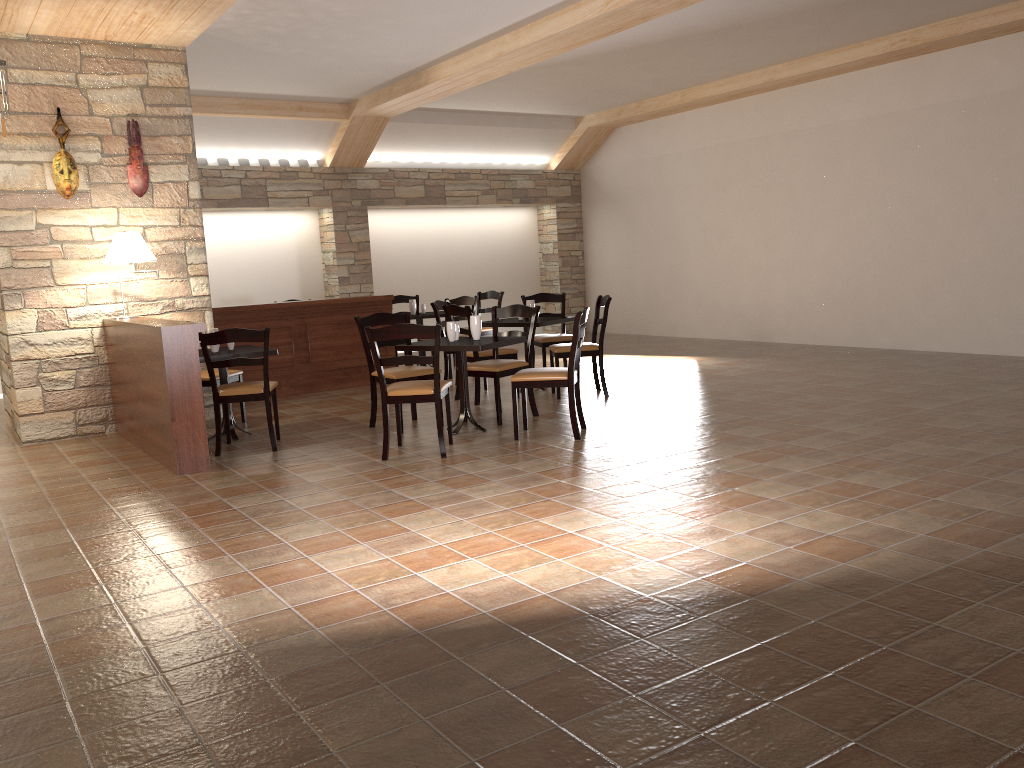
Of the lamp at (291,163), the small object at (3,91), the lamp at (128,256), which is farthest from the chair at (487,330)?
the small object at (3,91)

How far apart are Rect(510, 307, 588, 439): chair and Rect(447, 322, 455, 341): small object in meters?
0.6 m

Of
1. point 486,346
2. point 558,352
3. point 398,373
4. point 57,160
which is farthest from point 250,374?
point 486,346

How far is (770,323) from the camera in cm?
1110

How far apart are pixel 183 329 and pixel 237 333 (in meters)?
0.46

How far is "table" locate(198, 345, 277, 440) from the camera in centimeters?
619cm

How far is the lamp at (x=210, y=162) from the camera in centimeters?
1083cm

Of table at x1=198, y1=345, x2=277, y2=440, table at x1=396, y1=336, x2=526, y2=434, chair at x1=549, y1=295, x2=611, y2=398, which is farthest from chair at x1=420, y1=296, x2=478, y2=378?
table at x1=198, y1=345, x2=277, y2=440

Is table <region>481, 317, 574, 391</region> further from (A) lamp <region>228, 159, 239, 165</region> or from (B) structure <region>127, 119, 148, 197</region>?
(A) lamp <region>228, 159, 239, 165</region>

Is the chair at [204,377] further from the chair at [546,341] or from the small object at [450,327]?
the chair at [546,341]
